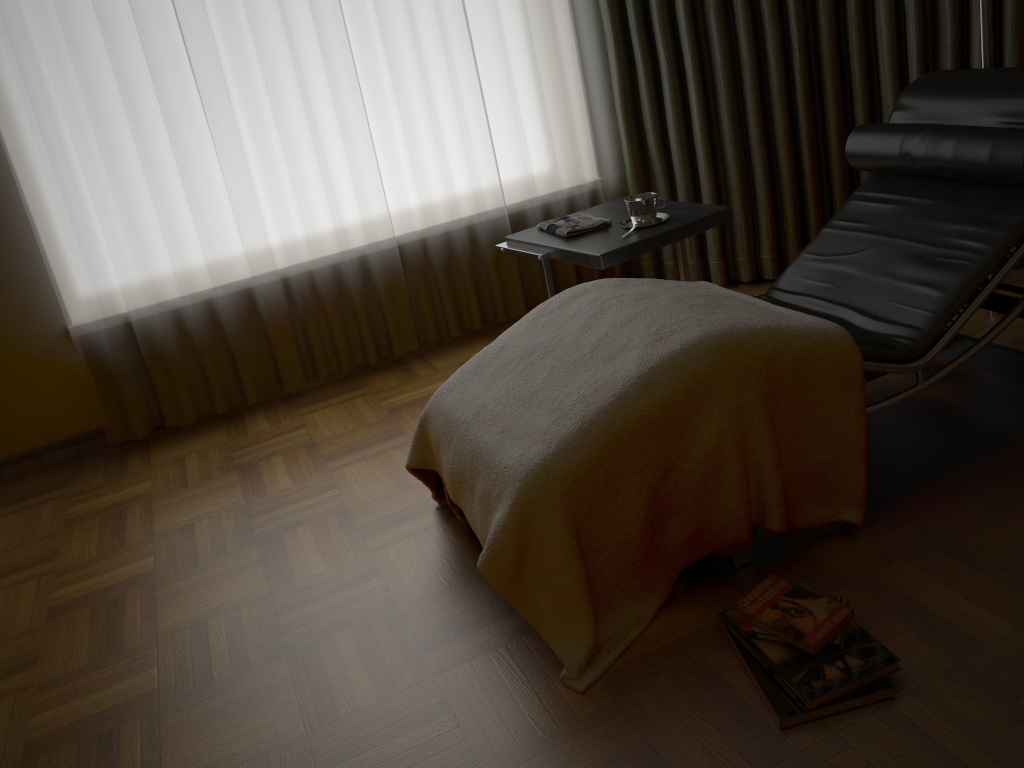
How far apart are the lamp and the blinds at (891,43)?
0.5 meters

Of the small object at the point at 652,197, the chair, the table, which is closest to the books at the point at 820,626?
the chair

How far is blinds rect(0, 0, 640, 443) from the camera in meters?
2.8 m

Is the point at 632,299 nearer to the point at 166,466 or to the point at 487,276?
the point at 487,276

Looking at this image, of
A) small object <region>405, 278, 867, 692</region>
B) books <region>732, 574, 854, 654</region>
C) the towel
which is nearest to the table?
the towel

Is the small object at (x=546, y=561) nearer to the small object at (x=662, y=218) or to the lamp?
the small object at (x=662, y=218)

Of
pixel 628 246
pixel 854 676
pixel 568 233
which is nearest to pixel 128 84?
pixel 568 233

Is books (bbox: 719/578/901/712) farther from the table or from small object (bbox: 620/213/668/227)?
small object (bbox: 620/213/668/227)

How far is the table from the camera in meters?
2.4

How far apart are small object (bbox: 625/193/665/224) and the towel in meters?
0.1
